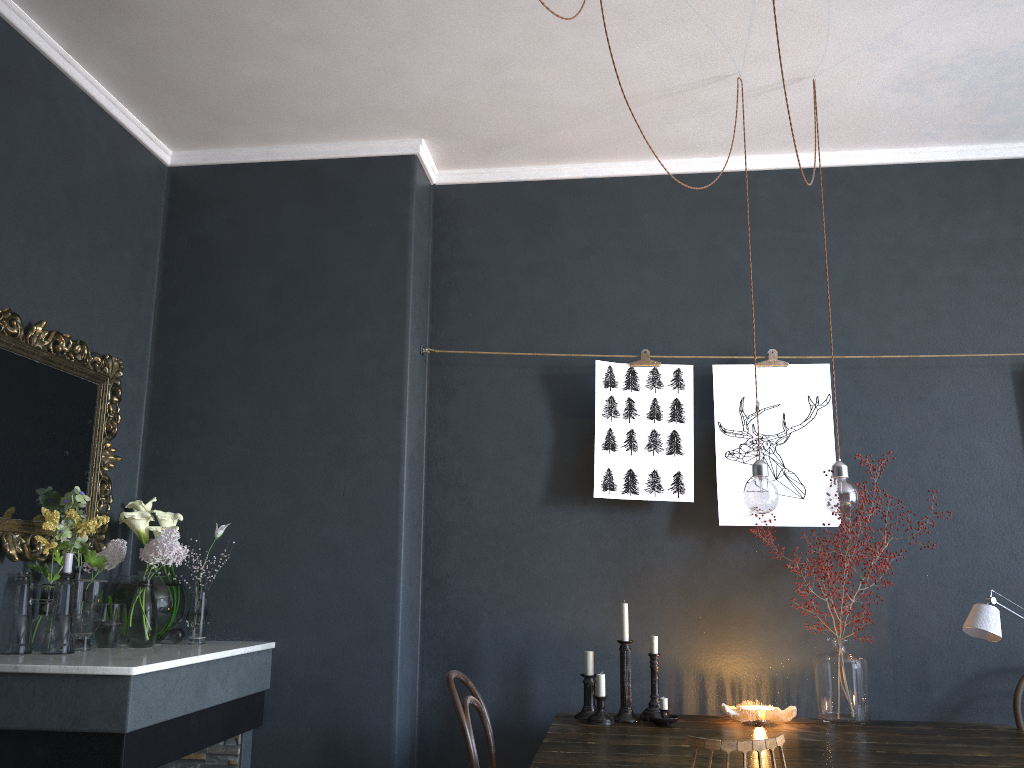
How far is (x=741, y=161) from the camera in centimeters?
382cm

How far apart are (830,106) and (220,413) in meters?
2.7 m

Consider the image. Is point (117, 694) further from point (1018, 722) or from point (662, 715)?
point (1018, 722)

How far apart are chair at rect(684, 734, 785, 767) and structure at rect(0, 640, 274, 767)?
1.47m

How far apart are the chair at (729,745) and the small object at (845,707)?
1.1m

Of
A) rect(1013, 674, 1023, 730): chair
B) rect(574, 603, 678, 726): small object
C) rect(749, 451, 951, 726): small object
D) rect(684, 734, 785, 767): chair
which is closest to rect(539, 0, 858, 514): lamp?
rect(749, 451, 951, 726): small object

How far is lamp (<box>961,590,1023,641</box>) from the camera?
2.8m

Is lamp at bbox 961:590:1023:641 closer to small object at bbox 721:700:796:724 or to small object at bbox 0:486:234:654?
small object at bbox 721:700:796:724

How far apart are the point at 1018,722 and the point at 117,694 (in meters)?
2.93

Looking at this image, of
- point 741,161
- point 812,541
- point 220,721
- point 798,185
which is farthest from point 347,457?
point 798,185
